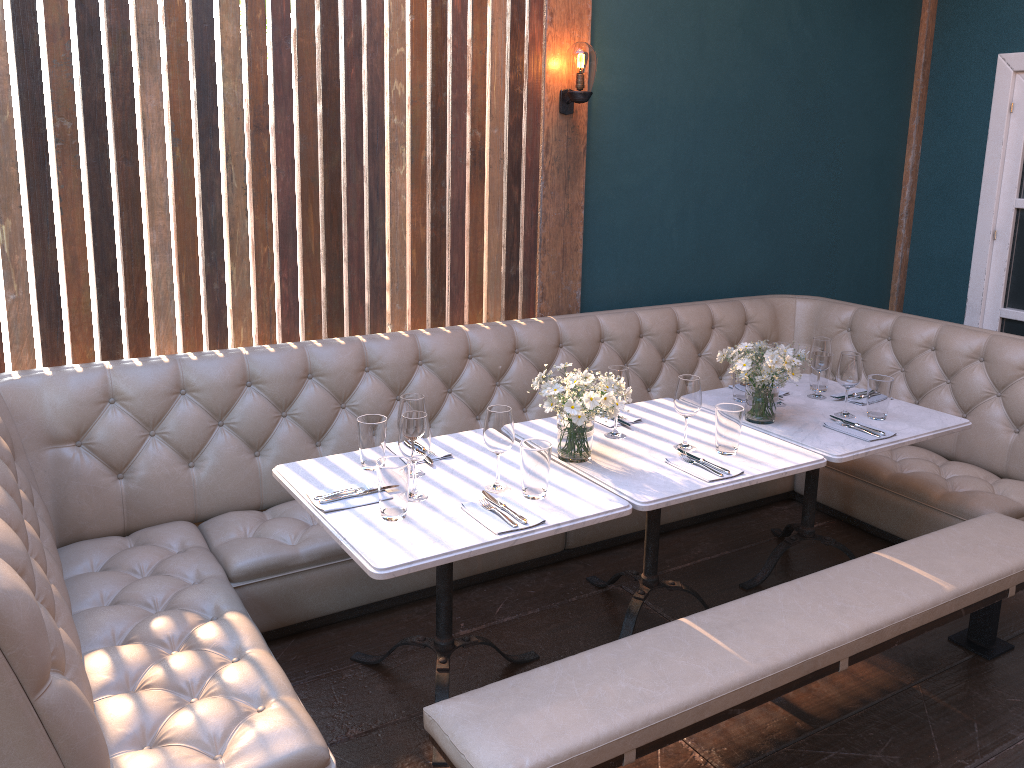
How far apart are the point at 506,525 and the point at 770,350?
1.3 meters

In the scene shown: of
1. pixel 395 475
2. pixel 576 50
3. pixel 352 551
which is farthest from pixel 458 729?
pixel 576 50

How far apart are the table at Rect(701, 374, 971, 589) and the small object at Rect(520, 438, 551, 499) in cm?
103

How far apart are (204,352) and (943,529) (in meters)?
2.74

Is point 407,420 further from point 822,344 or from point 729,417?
point 822,344

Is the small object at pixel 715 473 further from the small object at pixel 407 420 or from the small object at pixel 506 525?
the small object at pixel 407 420

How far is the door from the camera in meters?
5.0 m

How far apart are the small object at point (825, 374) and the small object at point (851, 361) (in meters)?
0.31

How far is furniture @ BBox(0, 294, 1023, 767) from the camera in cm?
208

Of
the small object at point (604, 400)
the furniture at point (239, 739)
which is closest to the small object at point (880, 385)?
the furniture at point (239, 739)
